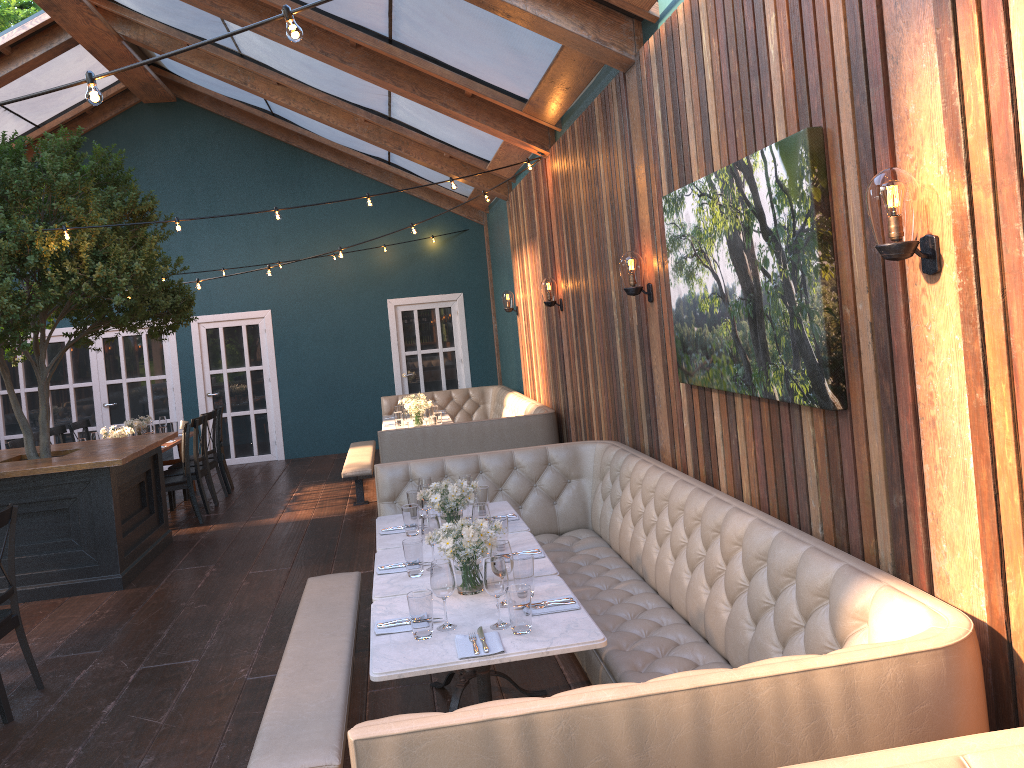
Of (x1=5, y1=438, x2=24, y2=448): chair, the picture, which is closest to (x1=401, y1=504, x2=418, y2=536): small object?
the picture

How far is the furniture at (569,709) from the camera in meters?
2.1

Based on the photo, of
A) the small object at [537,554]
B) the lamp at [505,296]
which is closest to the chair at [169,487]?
the lamp at [505,296]

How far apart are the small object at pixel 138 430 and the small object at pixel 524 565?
7.17m

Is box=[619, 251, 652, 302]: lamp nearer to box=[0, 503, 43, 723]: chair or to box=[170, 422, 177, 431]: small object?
box=[0, 503, 43, 723]: chair

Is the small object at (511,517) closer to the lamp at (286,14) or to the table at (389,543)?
the table at (389,543)

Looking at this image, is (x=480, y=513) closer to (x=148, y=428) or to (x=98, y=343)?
(x=148, y=428)

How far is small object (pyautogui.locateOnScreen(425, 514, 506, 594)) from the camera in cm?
357

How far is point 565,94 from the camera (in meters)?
6.56

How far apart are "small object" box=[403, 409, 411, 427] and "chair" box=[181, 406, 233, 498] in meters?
2.7
